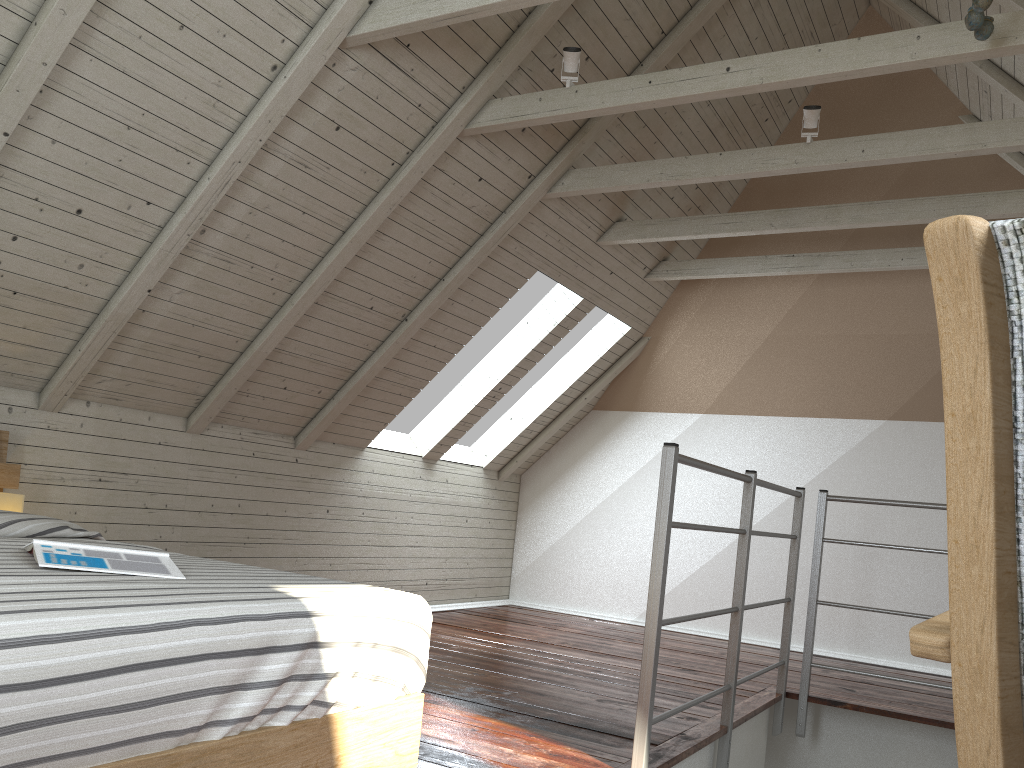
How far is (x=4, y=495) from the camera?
2.48m

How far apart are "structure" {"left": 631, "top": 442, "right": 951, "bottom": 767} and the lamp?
1.8 meters

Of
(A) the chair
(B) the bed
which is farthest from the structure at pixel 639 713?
(A) the chair

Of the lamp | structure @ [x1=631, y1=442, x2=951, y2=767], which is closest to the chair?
structure @ [x1=631, y1=442, x2=951, y2=767]

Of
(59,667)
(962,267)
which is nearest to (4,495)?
(59,667)

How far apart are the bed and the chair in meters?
0.9

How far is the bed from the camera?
0.96m

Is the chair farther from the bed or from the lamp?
the lamp

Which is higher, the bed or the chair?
the chair

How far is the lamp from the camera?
2.48m
